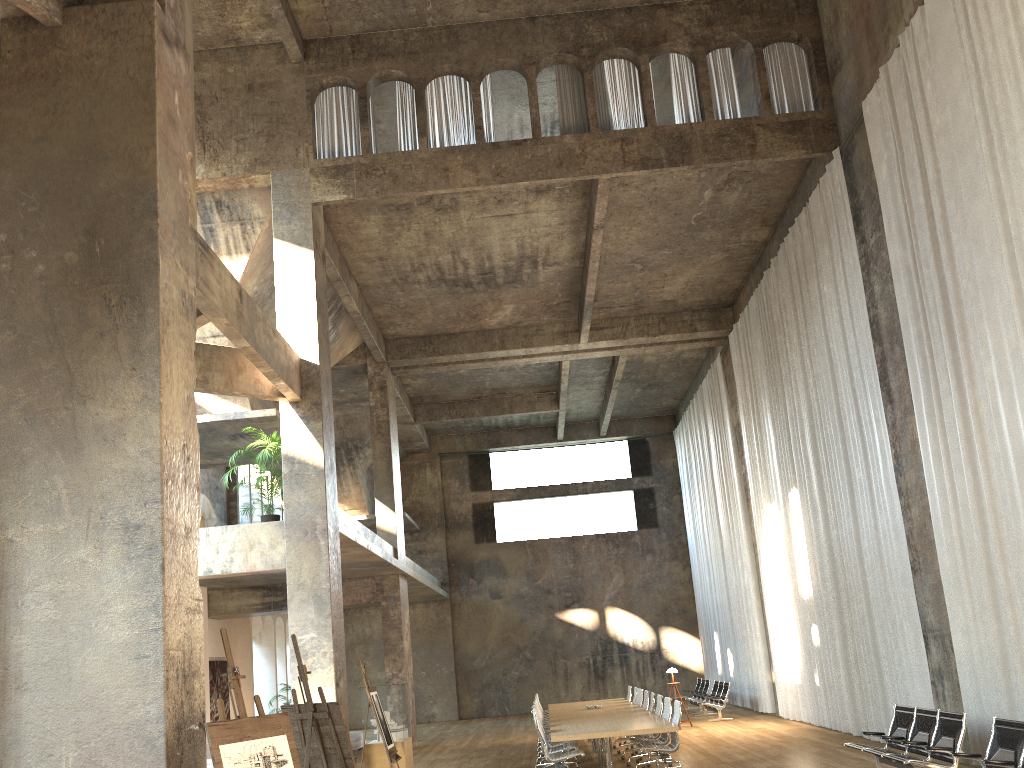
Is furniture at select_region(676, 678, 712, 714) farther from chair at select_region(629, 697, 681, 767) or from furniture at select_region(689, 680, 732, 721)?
chair at select_region(629, 697, 681, 767)

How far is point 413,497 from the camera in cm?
2900

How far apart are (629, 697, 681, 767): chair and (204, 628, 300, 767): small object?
7.7m

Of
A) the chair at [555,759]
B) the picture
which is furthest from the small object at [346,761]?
the picture

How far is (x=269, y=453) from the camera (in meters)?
13.37

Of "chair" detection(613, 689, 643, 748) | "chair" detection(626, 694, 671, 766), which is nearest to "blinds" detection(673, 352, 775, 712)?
"chair" detection(613, 689, 643, 748)

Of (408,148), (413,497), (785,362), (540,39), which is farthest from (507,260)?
(413,497)

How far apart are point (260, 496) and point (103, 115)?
18.9m

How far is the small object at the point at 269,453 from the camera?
13.37m

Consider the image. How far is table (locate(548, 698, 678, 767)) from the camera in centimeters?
1061cm
